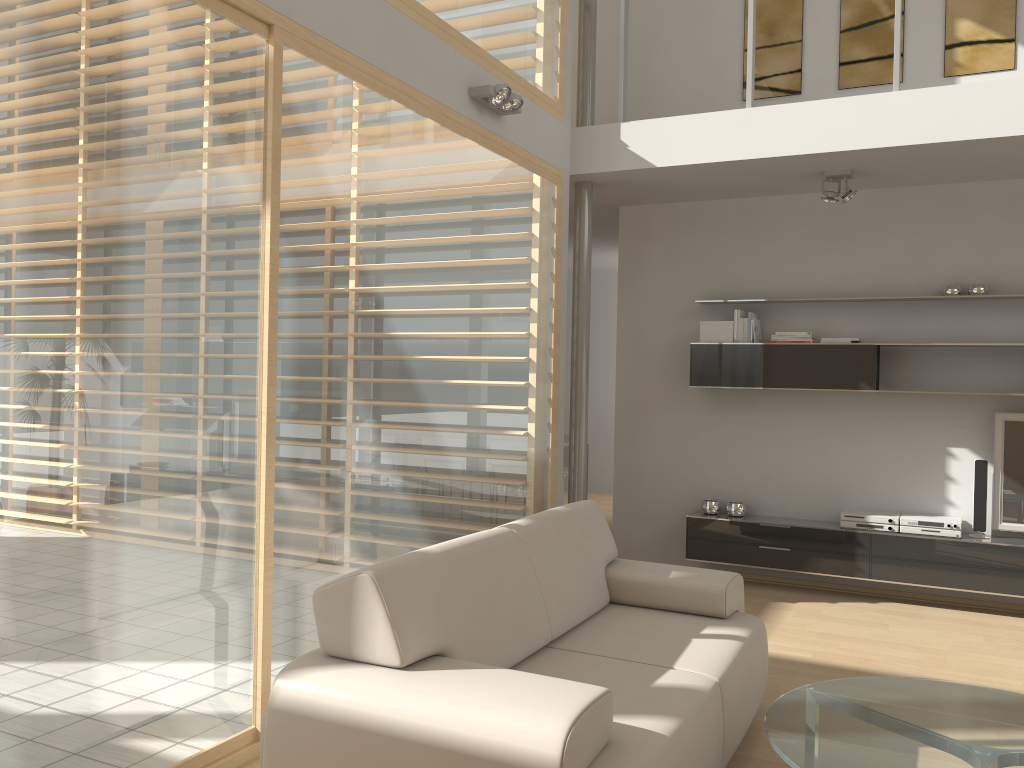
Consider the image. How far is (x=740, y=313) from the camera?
6.1 meters

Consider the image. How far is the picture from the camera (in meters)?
5.59

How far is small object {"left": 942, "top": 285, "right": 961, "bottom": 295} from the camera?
5.6m

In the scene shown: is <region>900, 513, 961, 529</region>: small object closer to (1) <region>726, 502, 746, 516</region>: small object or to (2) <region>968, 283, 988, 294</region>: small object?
(1) <region>726, 502, 746, 516</region>: small object

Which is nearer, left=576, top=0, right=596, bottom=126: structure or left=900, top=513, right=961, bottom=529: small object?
left=900, top=513, right=961, bottom=529: small object

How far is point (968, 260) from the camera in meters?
5.7 m

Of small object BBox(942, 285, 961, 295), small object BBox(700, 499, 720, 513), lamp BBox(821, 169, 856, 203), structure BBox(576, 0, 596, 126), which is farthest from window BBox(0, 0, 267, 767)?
small object BBox(942, 285, 961, 295)

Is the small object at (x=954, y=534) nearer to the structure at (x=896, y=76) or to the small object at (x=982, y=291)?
the small object at (x=982, y=291)

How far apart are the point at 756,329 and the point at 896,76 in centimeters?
184cm

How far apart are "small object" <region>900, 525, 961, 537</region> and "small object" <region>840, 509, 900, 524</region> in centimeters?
6cm
